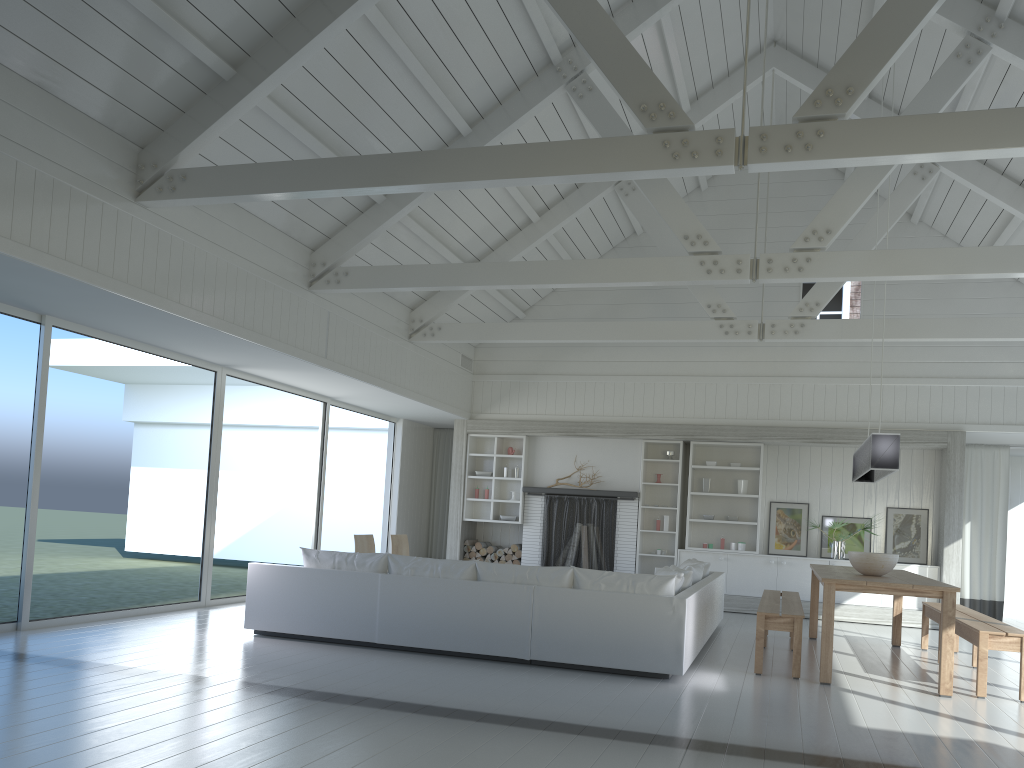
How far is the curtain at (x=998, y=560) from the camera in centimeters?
1158cm

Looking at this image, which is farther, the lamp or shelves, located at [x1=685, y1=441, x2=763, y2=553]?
shelves, located at [x1=685, y1=441, x2=763, y2=553]

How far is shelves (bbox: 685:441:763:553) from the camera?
11.7 meters

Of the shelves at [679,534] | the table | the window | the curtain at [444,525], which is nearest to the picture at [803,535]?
the shelves at [679,534]

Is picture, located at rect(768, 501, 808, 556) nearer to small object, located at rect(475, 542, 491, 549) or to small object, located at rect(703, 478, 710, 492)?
small object, located at rect(703, 478, 710, 492)

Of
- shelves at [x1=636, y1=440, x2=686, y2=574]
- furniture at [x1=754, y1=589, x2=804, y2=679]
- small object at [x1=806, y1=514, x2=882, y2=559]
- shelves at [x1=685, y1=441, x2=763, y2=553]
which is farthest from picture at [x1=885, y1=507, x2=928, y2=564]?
furniture at [x1=754, y1=589, x2=804, y2=679]

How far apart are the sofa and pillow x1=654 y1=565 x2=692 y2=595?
0.1 meters

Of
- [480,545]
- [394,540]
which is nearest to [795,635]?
[394,540]

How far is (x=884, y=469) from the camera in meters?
6.7

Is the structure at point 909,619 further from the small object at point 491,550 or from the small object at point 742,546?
the small object at point 491,550
